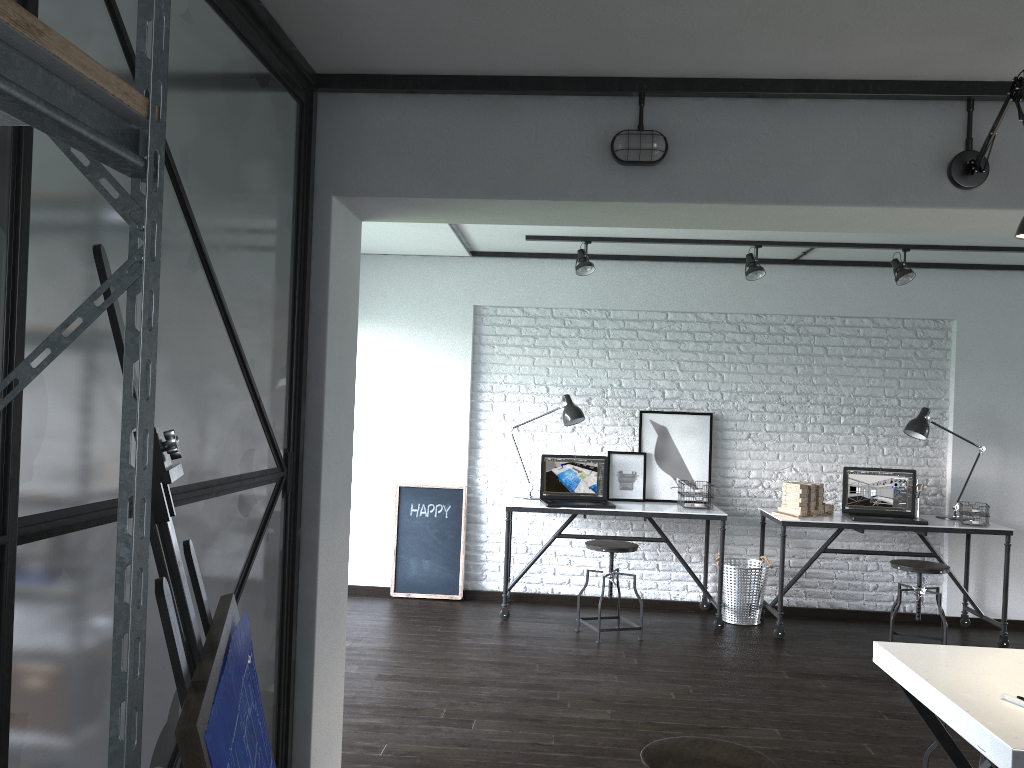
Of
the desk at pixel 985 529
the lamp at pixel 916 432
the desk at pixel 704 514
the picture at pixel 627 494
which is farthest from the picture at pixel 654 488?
the lamp at pixel 916 432

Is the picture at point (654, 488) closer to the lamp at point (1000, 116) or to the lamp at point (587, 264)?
the lamp at point (587, 264)

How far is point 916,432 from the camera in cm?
554

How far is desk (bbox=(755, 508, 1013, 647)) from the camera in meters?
5.3

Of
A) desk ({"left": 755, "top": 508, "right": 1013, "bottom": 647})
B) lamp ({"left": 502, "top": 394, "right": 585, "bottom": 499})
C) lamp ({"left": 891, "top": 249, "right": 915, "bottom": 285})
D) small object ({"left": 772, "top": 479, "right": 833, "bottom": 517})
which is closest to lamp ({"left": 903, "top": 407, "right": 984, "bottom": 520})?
desk ({"left": 755, "top": 508, "right": 1013, "bottom": 647})

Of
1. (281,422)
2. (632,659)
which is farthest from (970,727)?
(632,659)

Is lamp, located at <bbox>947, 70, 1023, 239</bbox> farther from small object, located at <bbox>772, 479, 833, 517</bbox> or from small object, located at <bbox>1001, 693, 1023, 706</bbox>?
small object, located at <bbox>772, 479, 833, 517</bbox>

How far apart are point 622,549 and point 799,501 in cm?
123

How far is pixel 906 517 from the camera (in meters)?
5.51

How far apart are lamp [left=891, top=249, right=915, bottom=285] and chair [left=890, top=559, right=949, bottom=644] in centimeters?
167cm
